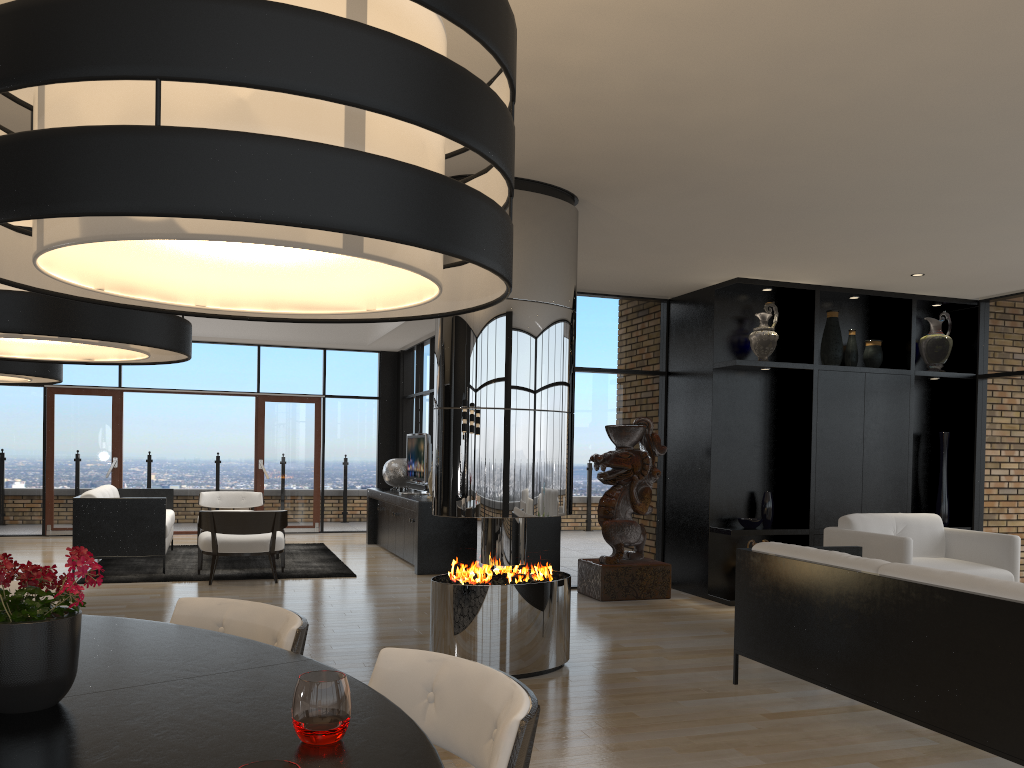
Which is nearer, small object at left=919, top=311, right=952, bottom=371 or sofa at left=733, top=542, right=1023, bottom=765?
sofa at left=733, top=542, right=1023, bottom=765

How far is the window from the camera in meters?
8.0 m

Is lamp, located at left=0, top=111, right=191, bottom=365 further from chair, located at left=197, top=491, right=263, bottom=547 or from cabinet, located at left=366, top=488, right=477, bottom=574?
chair, located at left=197, top=491, right=263, bottom=547

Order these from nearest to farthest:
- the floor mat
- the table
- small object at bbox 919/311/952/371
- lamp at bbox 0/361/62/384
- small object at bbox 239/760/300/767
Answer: small object at bbox 239/760/300/767 → the table → lamp at bbox 0/361/62/384 → small object at bbox 919/311/952/371 → the floor mat

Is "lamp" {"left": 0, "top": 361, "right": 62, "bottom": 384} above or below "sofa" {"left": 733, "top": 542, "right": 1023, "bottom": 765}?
above

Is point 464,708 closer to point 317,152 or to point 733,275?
point 317,152

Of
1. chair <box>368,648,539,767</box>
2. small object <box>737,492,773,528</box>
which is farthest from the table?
small object <box>737,492,773,528</box>

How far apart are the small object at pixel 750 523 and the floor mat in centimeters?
377cm

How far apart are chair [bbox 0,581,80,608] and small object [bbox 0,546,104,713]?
1.3m

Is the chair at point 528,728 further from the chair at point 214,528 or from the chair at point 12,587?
the chair at point 214,528
